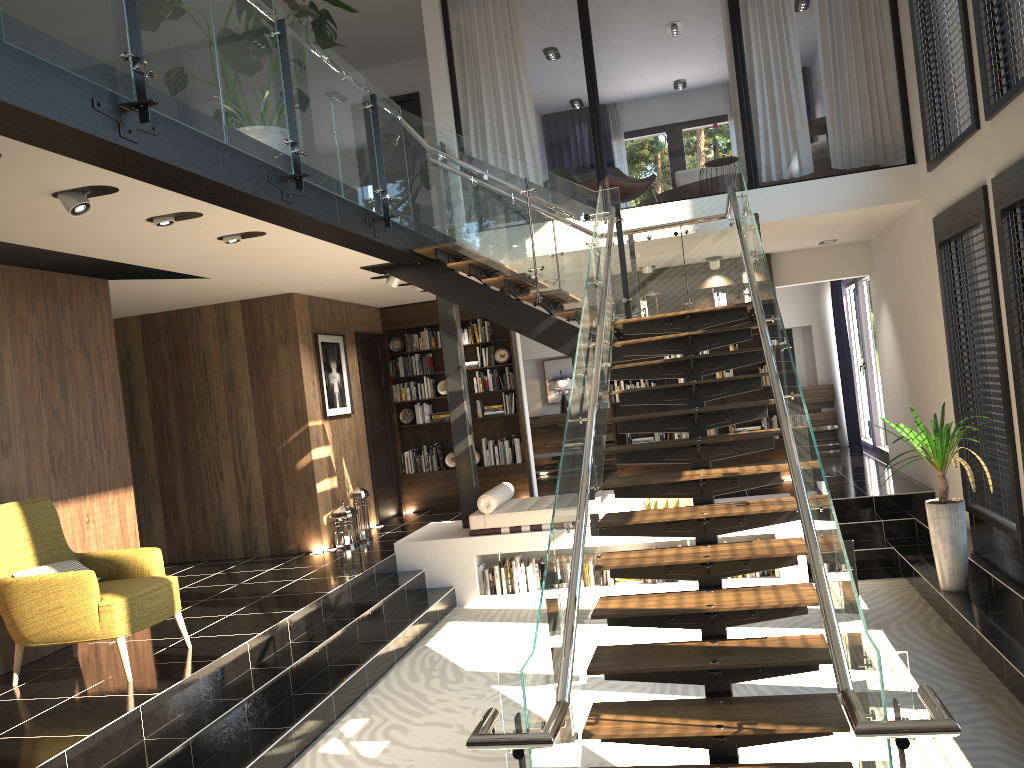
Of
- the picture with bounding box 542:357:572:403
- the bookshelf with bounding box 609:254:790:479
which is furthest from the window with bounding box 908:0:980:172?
the picture with bounding box 542:357:572:403

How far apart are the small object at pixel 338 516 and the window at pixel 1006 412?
5.77m

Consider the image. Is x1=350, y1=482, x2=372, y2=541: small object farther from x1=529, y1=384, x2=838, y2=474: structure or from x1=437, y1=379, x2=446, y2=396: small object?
x1=529, y1=384, x2=838, y2=474: structure

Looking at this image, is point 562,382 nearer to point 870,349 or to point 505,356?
point 505,356

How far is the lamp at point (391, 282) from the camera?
8.7m

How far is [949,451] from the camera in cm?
628

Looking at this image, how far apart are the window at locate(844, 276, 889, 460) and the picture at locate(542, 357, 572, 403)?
4.4 meters

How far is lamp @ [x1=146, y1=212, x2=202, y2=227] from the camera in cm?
525

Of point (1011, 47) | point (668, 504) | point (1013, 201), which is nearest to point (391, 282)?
point (668, 504)

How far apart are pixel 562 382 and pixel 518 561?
6.3m
